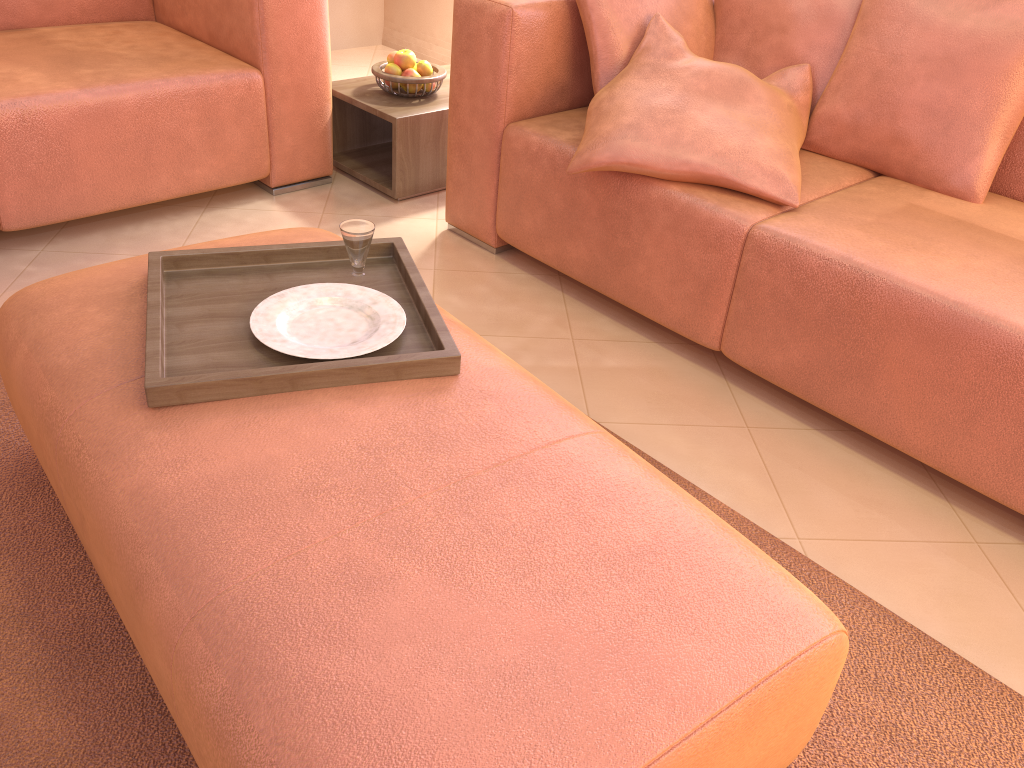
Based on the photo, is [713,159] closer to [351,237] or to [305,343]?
[351,237]

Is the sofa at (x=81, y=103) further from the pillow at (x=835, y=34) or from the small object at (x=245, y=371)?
the pillow at (x=835, y=34)

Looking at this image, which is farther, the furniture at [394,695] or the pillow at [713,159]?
the pillow at [713,159]

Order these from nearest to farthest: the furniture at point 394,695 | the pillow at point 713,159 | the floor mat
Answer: the furniture at point 394,695, the floor mat, the pillow at point 713,159

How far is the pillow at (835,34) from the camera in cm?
216

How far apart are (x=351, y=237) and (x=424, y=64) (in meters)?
1.45

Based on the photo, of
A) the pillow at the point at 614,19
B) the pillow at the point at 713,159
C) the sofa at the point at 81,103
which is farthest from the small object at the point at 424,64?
the pillow at the point at 713,159

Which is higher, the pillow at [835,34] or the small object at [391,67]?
the pillow at [835,34]

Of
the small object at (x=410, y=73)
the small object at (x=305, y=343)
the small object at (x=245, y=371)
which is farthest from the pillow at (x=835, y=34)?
the small object at (x=305, y=343)

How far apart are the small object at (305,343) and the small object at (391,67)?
1.5m
